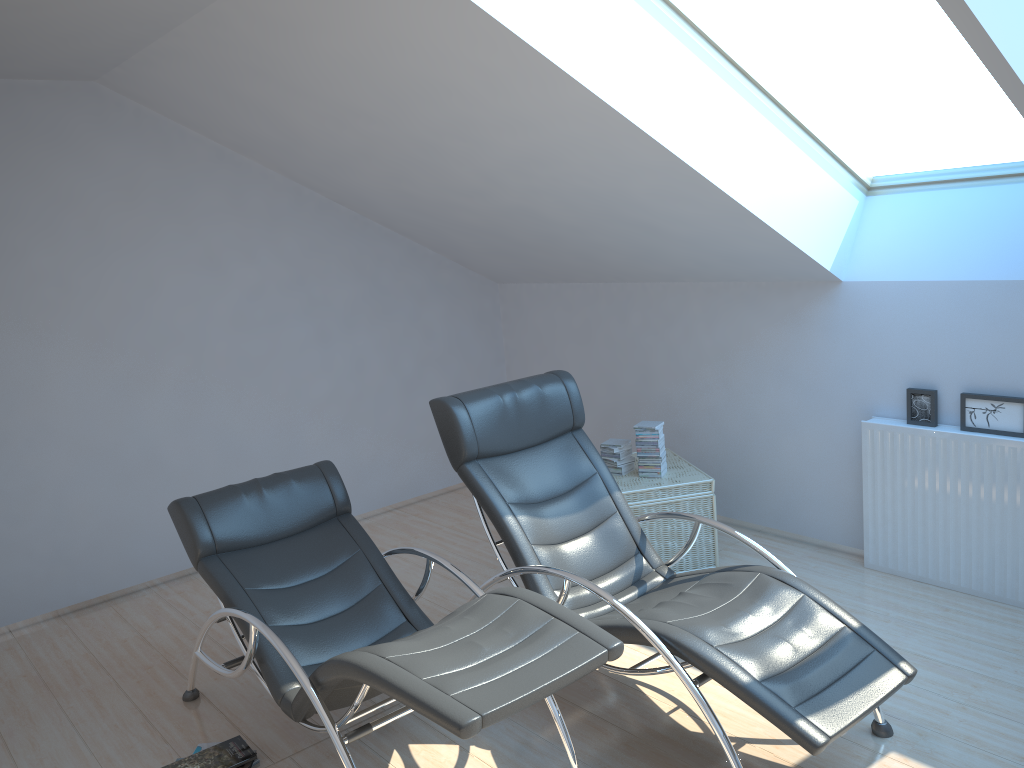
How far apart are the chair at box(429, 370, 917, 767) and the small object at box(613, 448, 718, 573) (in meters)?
0.62

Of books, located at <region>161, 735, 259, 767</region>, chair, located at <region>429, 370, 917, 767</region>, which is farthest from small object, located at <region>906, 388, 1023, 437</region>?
books, located at <region>161, 735, 259, 767</region>

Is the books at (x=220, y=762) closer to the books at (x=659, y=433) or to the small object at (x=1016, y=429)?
the books at (x=659, y=433)

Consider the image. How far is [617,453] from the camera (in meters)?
4.97

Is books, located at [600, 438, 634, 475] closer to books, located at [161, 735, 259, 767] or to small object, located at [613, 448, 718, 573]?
small object, located at [613, 448, 718, 573]

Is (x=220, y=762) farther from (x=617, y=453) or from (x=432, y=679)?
(x=617, y=453)

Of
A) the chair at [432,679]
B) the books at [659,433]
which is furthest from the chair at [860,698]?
the books at [659,433]

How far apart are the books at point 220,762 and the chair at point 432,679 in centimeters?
27cm

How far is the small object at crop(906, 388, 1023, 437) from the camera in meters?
4.0 m

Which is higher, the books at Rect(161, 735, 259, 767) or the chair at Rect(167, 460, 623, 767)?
the chair at Rect(167, 460, 623, 767)
